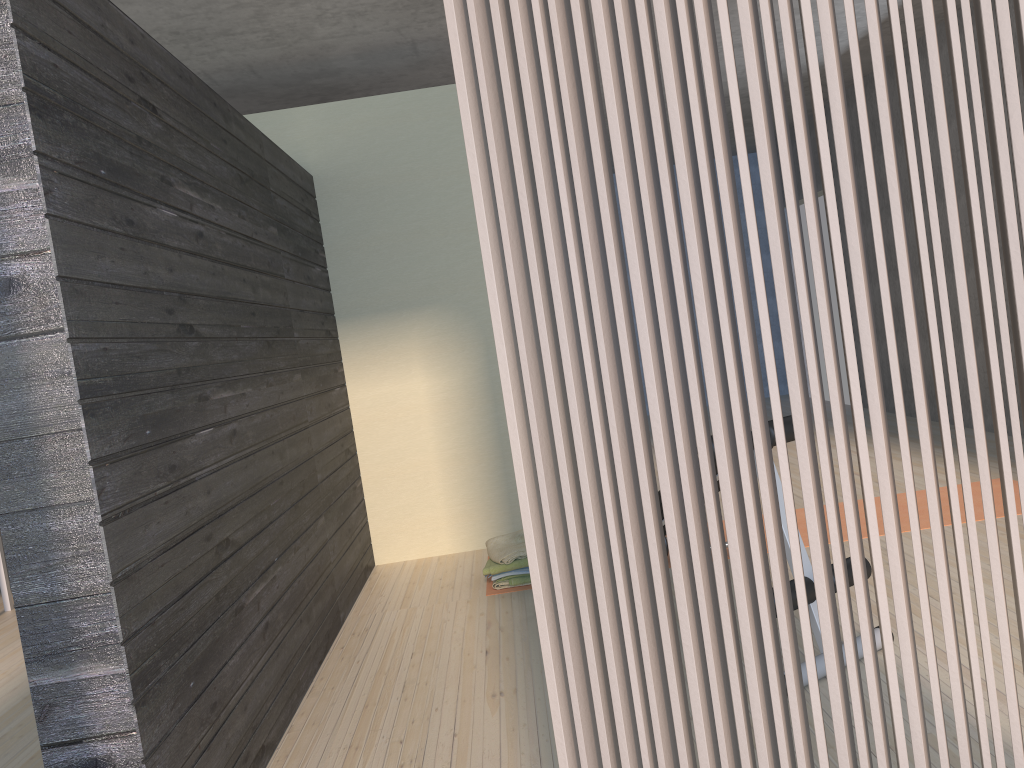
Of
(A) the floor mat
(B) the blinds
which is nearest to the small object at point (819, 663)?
(B) the blinds

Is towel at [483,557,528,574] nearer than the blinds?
No

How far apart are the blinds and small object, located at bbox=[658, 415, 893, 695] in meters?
1.3

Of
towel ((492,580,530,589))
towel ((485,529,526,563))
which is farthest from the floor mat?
towel ((485,529,526,563))

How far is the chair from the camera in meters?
5.1 m

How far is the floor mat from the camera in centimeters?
409cm

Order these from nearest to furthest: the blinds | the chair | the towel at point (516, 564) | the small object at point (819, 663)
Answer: the blinds < the small object at point (819, 663) < the towel at point (516, 564) < the chair

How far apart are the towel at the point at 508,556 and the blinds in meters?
2.6 m

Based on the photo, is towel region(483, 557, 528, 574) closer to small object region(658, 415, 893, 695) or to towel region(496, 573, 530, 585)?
towel region(496, 573, 530, 585)

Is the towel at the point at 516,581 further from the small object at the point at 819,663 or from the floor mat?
the small object at the point at 819,663
